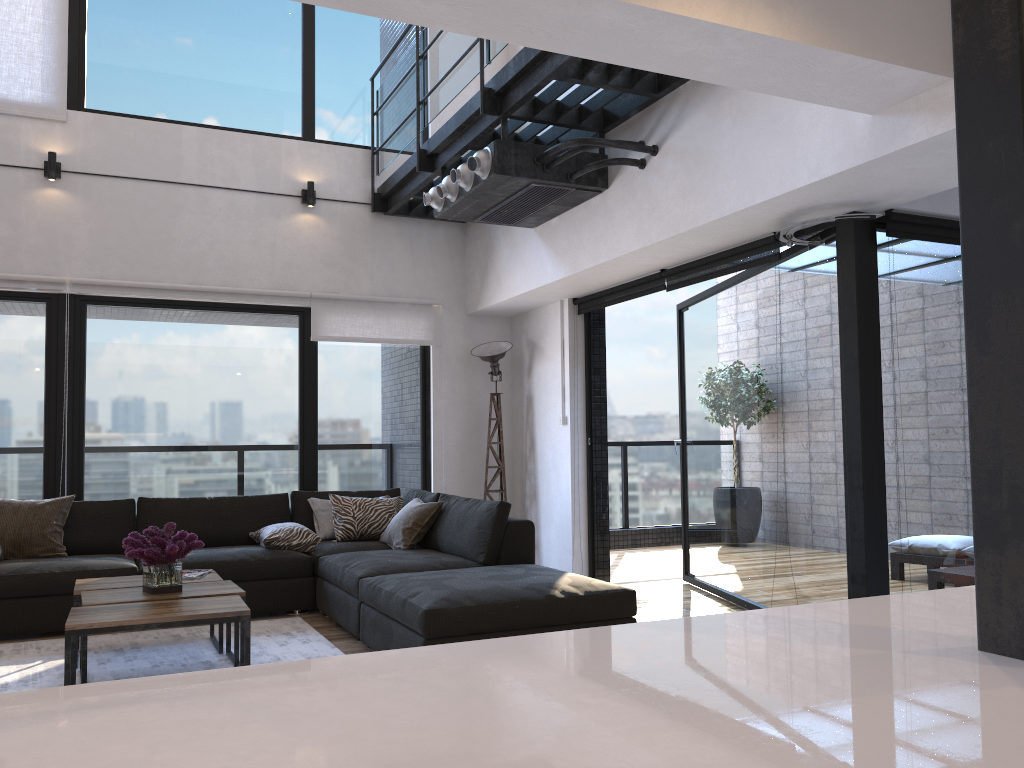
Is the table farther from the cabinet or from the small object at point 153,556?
the cabinet

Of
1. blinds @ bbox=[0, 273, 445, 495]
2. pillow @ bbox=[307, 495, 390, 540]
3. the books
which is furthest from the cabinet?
blinds @ bbox=[0, 273, 445, 495]

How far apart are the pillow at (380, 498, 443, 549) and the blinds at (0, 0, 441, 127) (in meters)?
3.54

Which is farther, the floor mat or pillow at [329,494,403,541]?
pillow at [329,494,403,541]

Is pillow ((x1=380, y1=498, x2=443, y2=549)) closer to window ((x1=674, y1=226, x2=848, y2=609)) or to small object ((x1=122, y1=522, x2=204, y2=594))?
small object ((x1=122, y1=522, x2=204, y2=594))

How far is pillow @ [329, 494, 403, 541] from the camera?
5.7m

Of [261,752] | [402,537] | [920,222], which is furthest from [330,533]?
[261,752]

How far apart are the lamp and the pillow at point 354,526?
1.0 meters

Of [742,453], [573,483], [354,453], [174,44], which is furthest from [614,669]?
[174,44]

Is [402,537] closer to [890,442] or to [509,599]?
[509,599]
